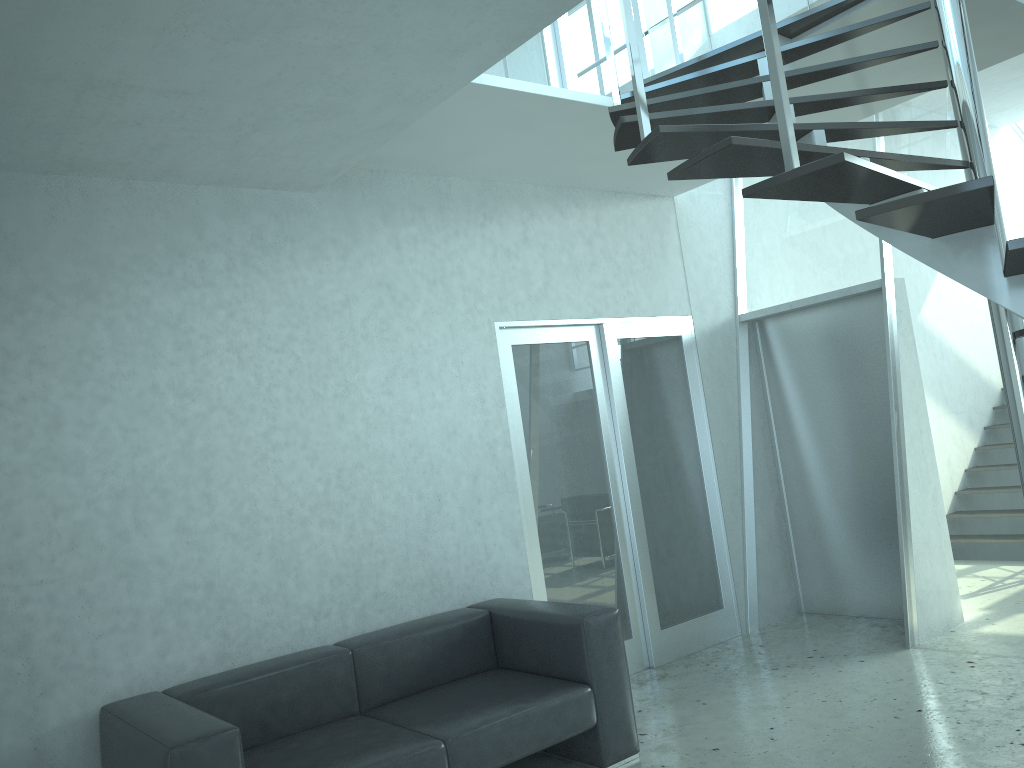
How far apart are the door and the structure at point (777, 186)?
0.9 meters

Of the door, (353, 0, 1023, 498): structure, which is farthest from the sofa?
(353, 0, 1023, 498): structure

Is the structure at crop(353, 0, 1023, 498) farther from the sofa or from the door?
the sofa

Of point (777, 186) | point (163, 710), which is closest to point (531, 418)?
point (163, 710)

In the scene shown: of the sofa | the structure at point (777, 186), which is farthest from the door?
the structure at point (777, 186)

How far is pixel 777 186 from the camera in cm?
242

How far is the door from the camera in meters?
5.1 m

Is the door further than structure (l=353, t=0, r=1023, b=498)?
Yes

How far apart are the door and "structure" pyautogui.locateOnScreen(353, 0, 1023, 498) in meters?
0.9 m

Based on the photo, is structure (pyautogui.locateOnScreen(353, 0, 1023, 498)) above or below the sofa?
above
